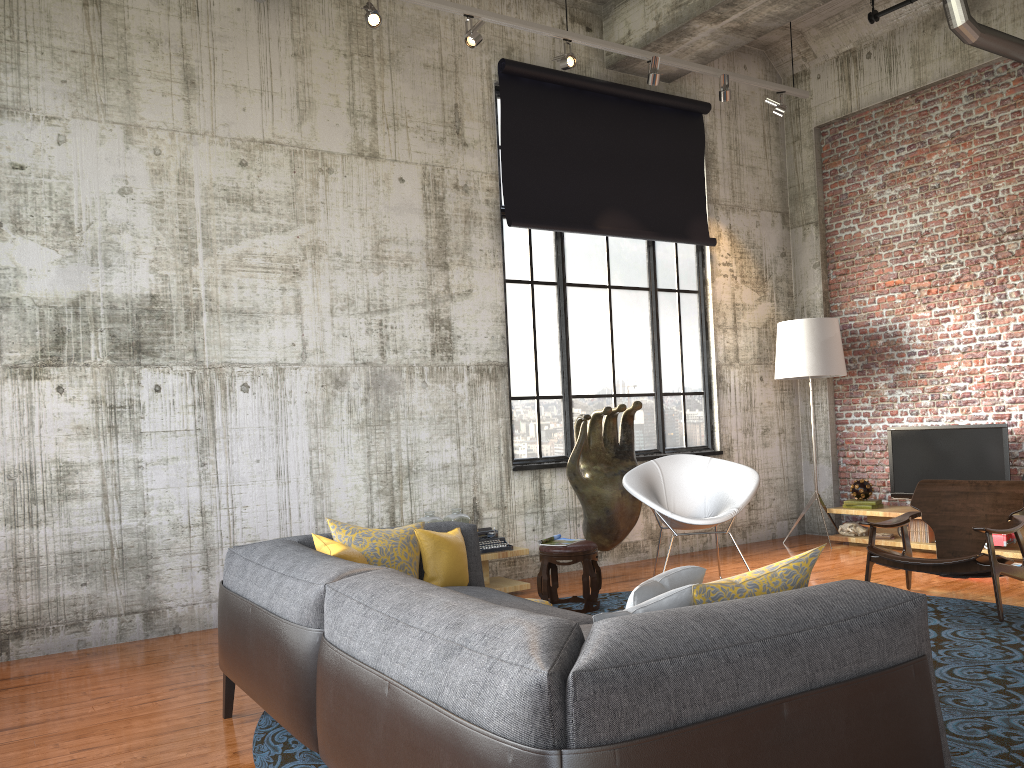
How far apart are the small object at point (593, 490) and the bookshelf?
2.4 meters

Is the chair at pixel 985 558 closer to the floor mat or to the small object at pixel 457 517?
the floor mat

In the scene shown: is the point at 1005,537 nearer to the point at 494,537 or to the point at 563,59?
the point at 494,537

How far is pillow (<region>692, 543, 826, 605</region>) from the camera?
2.41m

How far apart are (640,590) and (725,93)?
6.3m

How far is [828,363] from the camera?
8.6 meters

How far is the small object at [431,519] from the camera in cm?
656

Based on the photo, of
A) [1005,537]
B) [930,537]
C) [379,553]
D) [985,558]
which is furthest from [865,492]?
[379,553]

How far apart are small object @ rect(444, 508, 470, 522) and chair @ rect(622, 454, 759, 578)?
1.2 meters

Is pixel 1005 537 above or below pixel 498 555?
below
